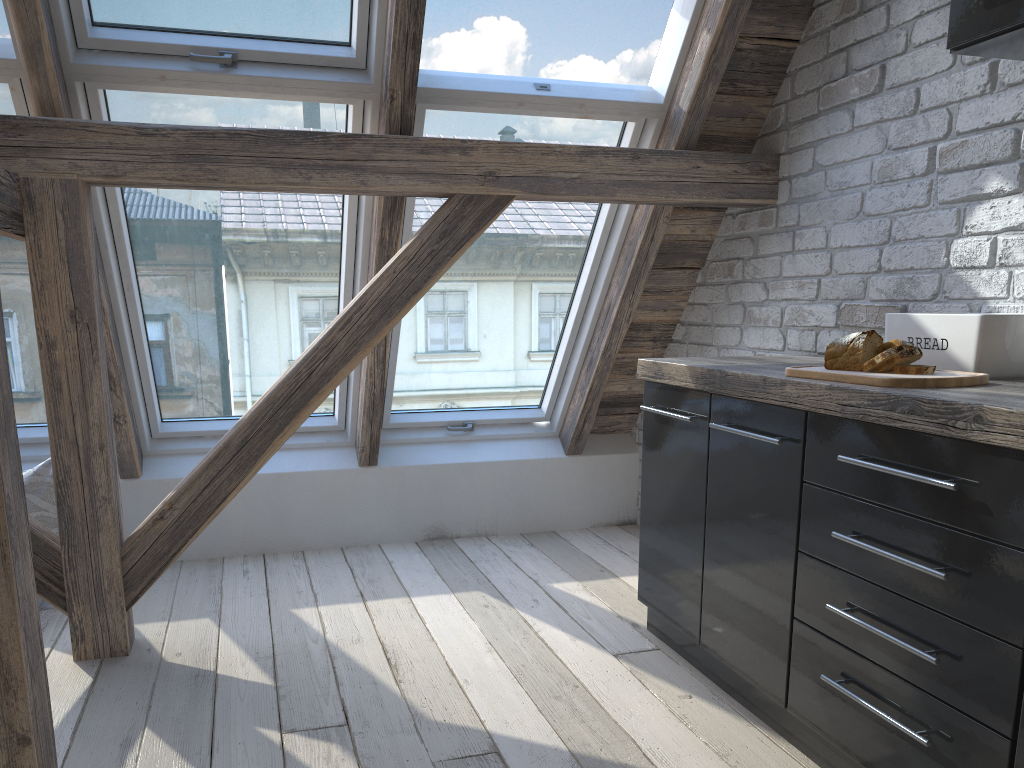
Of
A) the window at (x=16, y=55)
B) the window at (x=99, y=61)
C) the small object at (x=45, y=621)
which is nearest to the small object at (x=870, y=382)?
the window at (x=99, y=61)

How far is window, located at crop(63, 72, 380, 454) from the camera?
2.68m

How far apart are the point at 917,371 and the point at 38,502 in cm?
268

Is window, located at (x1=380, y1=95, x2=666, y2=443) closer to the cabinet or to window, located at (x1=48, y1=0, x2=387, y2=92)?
window, located at (x1=48, y1=0, x2=387, y2=92)

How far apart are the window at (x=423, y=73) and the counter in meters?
0.9

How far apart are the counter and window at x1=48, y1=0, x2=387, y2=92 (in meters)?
1.14

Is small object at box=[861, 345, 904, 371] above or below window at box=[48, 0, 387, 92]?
below

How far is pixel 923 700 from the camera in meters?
1.5 m

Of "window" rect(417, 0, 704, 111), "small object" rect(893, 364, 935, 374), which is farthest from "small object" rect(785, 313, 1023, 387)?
"window" rect(417, 0, 704, 111)

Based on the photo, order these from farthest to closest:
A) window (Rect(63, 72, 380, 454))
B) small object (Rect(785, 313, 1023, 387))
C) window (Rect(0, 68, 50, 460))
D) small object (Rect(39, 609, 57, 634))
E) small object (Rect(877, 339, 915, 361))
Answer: small object (Rect(39, 609, 57, 634)), window (Rect(63, 72, 380, 454)), window (Rect(0, 68, 50, 460)), small object (Rect(877, 339, 915, 361)), small object (Rect(785, 313, 1023, 387))
